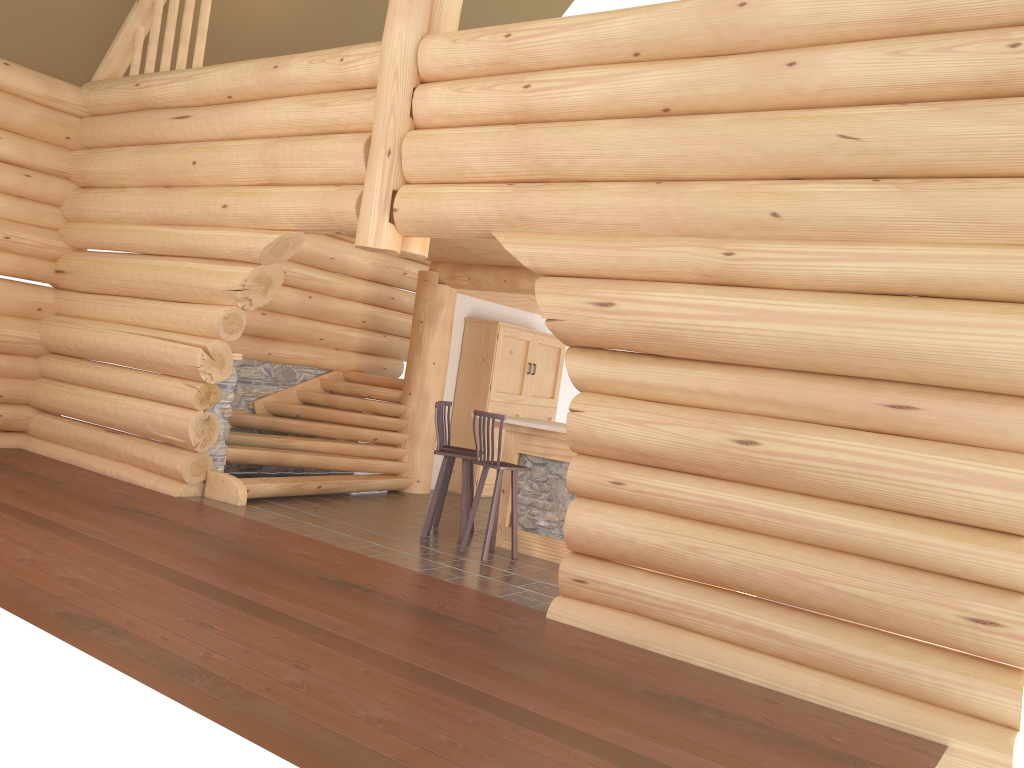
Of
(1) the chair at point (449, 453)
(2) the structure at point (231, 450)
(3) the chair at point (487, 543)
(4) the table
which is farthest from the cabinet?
(3) the chair at point (487, 543)

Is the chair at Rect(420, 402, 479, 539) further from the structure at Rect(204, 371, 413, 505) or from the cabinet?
the cabinet

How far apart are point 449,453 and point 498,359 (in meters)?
3.71

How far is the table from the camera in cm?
838

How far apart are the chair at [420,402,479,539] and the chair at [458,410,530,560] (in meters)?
0.25

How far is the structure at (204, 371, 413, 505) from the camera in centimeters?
958cm

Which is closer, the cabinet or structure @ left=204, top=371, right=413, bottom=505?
structure @ left=204, top=371, right=413, bottom=505

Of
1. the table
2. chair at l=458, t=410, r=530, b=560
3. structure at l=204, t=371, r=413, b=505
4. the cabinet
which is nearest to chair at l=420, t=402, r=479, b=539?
chair at l=458, t=410, r=530, b=560

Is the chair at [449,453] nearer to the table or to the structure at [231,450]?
the table

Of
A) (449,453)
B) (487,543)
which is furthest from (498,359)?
(487,543)
